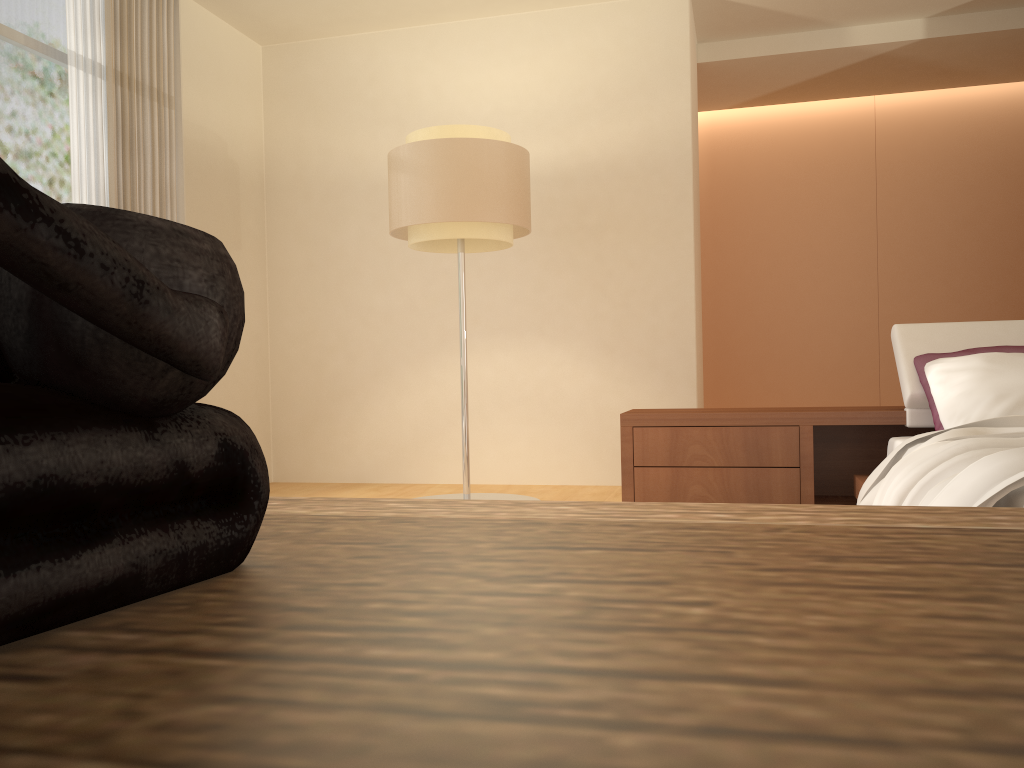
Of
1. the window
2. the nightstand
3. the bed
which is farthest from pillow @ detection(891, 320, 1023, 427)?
the window

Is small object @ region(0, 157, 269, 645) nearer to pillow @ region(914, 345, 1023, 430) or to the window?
pillow @ region(914, 345, 1023, 430)

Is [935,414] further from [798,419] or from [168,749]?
[168,749]

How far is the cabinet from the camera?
0.2m

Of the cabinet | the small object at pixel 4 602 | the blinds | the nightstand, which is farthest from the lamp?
the small object at pixel 4 602

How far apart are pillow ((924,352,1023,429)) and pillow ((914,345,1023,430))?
0.11m

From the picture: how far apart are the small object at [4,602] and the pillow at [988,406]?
3.3 meters

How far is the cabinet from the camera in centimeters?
20cm

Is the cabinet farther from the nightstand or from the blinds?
the blinds

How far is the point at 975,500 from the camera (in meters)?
2.08
